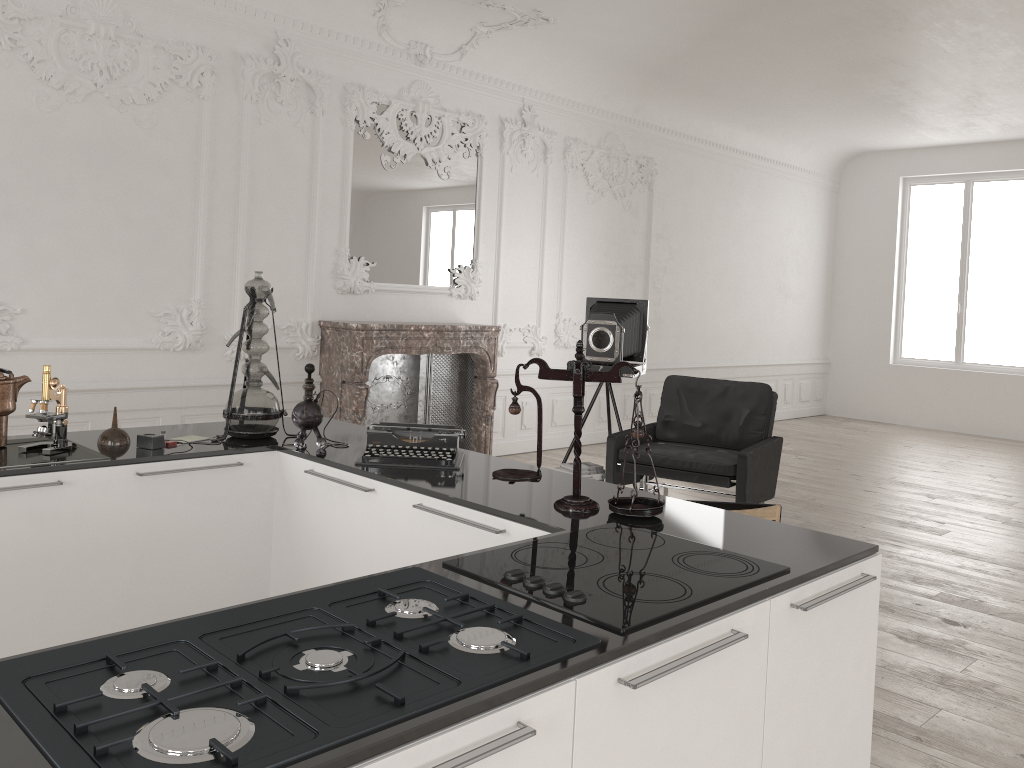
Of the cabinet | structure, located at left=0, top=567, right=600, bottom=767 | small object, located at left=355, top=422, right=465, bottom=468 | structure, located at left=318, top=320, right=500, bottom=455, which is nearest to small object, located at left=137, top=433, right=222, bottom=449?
the cabinet

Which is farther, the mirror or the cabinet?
the mirror

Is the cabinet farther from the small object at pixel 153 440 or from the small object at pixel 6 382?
the small object at pixel 6 382

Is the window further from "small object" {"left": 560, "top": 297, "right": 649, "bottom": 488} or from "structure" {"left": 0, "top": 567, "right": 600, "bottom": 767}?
"structure" {"left": 0, "top": 567, "right": 600, "bottom": 767}

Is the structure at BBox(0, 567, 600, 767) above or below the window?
below

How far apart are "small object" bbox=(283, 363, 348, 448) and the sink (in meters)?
0.67

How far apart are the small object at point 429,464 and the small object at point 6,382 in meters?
1.2

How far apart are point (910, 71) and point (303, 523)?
7.52m

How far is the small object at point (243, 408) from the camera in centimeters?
341cm

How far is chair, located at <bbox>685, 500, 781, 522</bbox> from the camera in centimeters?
325cm
